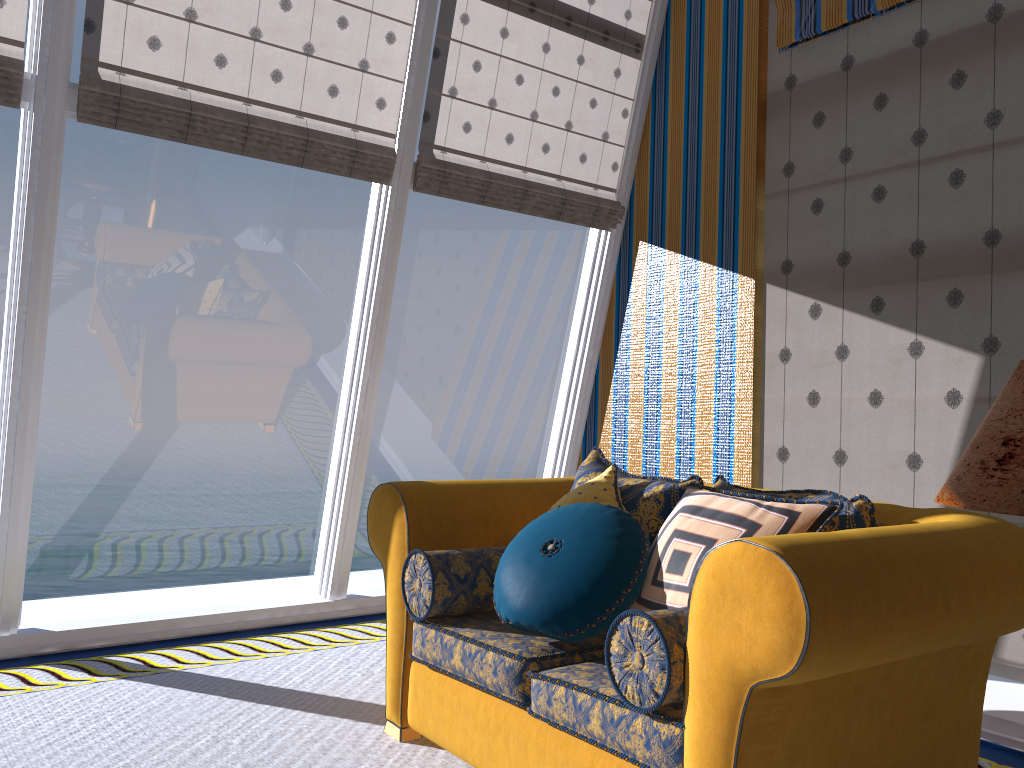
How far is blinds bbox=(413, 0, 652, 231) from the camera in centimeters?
438cm

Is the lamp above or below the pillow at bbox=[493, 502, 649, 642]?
above

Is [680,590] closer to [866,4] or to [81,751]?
[81,751]

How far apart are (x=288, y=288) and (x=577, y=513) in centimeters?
2539cm

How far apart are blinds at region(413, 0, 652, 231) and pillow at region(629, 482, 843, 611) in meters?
2.4

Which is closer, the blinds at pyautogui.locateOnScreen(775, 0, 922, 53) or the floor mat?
the floor mat

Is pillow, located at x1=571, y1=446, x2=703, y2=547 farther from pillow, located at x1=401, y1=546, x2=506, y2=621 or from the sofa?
pillow, located at x1=401, y1=546, x2=506, y2=621

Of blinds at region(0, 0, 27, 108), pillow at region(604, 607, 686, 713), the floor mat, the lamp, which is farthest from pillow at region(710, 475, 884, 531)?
blinds at region(0, 0, 27, 108)

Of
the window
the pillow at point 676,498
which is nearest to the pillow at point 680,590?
the pillow at point 676,498

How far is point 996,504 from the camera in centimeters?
118cm
